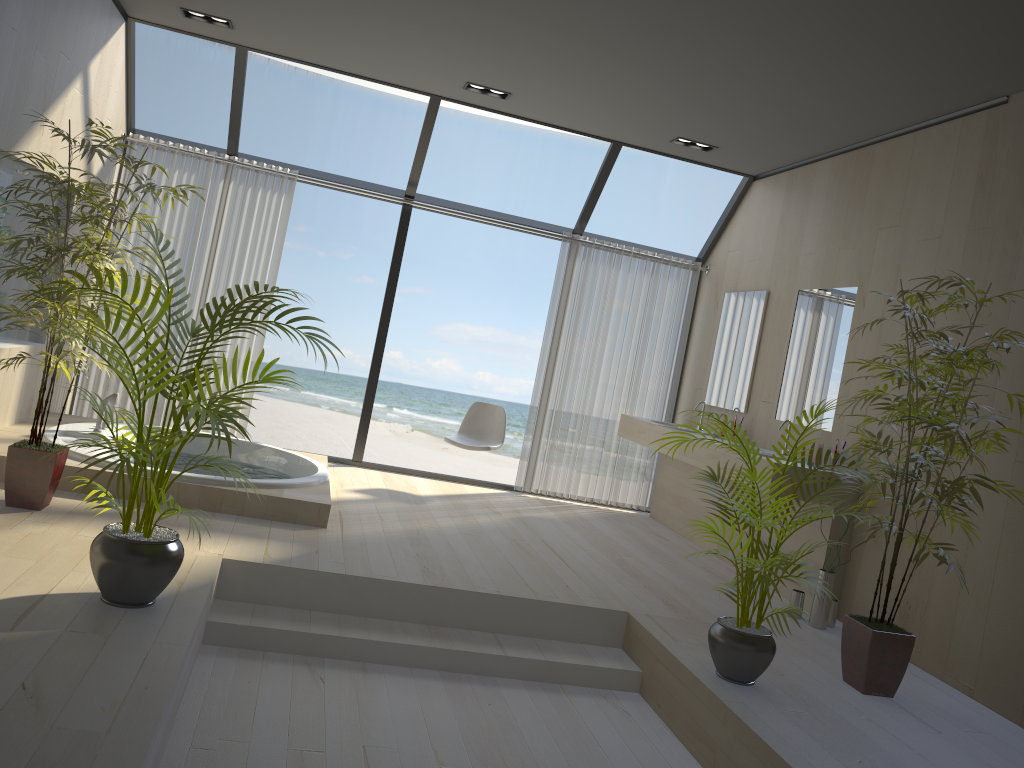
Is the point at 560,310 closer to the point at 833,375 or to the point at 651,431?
the point at 651,431

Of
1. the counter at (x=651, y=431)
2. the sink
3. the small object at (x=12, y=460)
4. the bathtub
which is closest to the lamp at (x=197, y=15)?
the small object at (x=12, y=460)

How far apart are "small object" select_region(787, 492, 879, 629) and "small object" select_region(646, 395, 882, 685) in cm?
99

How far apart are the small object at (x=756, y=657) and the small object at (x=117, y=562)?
1.66m

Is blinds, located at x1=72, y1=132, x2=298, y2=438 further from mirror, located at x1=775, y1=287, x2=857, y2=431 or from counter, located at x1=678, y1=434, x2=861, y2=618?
mirror, located at x1=775, y1=287, x2=857, y2=431

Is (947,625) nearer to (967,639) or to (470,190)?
(967,639)

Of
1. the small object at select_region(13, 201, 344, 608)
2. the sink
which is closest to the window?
the sink

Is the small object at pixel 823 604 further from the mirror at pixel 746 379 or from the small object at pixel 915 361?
the mirror at pixel 746 379

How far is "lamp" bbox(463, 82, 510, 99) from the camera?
5.81m

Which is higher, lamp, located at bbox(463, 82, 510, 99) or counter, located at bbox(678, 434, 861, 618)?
lamp, located at bbox(463, 82, 510, 99)
